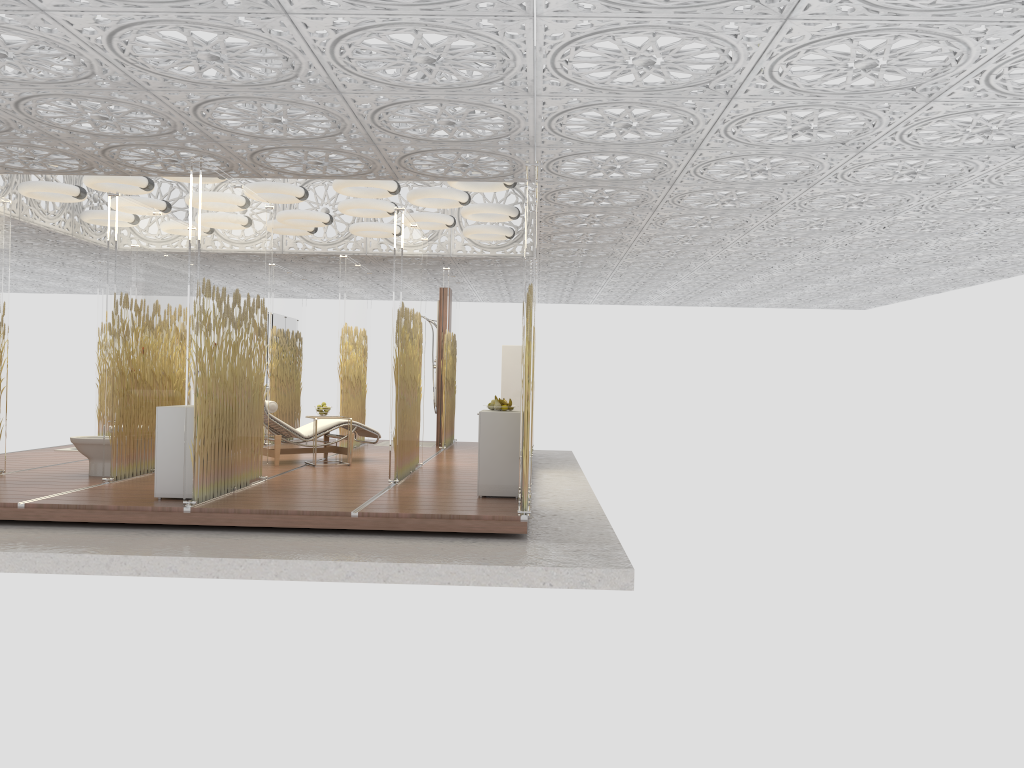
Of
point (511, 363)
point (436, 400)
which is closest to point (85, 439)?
point (511, 363)

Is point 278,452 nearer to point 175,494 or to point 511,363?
point 175,494

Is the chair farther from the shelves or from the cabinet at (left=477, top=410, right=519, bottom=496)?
the cabinet at (left=477, top=410, right=519, bottom=496)

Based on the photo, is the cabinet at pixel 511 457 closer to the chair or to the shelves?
the chair

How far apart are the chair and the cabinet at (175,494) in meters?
2.8 m

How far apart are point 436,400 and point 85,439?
5.92m

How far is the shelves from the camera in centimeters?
1177cm

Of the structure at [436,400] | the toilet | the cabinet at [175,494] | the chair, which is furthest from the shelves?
the cabinet at [175,494]

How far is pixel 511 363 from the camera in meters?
11.8 m

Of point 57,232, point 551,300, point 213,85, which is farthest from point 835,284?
point 213,85
